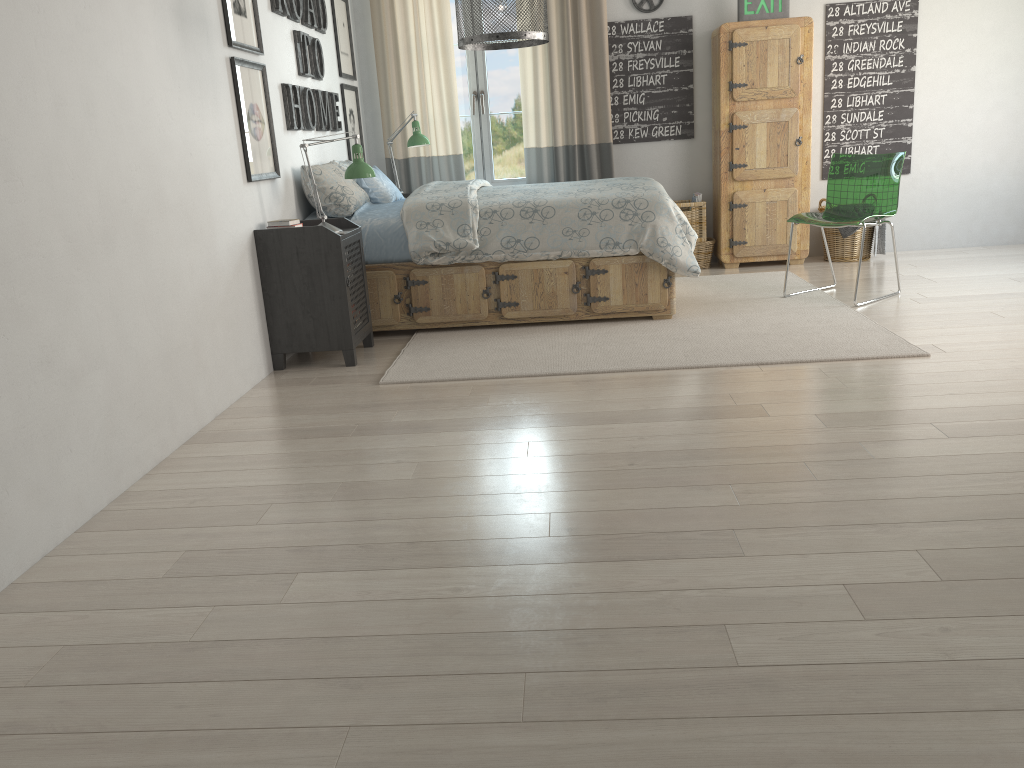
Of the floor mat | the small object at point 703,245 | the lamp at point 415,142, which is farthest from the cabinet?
the lamp at point 415,142

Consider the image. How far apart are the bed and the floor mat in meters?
0.0

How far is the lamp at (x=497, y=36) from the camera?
3.5 meters

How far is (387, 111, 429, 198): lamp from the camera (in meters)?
5.60

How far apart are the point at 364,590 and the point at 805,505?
1.12m

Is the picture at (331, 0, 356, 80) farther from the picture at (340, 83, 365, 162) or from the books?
the books

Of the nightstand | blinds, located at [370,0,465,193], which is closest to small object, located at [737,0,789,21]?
blinds, located at [370,0,465,193]

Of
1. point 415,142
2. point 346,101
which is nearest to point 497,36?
point 415,142

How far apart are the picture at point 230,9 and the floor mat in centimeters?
151cm

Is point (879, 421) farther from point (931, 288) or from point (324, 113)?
point (324, 113)
